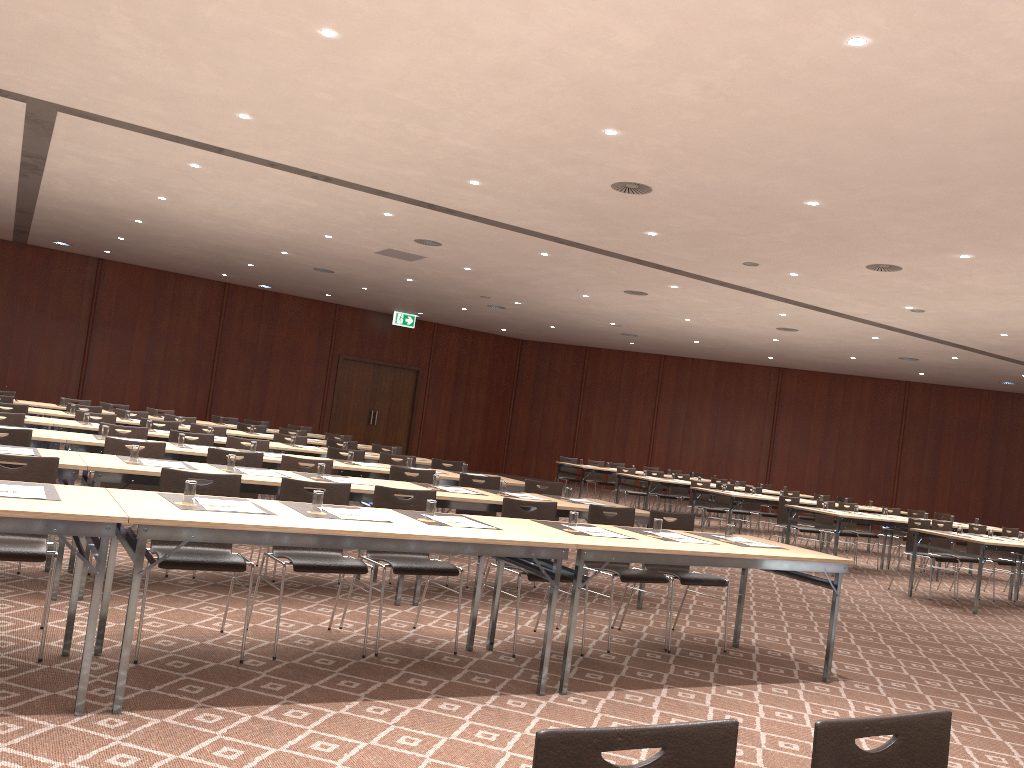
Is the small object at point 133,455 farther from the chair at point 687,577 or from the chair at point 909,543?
the chair at point 909,543

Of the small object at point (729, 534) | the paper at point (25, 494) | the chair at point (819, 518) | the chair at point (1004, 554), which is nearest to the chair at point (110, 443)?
the paper at point (25, 494)

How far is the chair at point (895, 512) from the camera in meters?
14.2 m

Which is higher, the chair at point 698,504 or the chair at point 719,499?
the chair at point 719,499

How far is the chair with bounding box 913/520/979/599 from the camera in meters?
11.7

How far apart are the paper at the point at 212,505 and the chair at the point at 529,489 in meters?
4.2 m

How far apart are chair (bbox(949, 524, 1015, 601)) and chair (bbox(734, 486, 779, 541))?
4.0 meters

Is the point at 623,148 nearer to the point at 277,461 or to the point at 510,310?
the point at 277,461

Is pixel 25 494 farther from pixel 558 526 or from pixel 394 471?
pixel 394 471

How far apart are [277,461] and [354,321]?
16.0 meters
